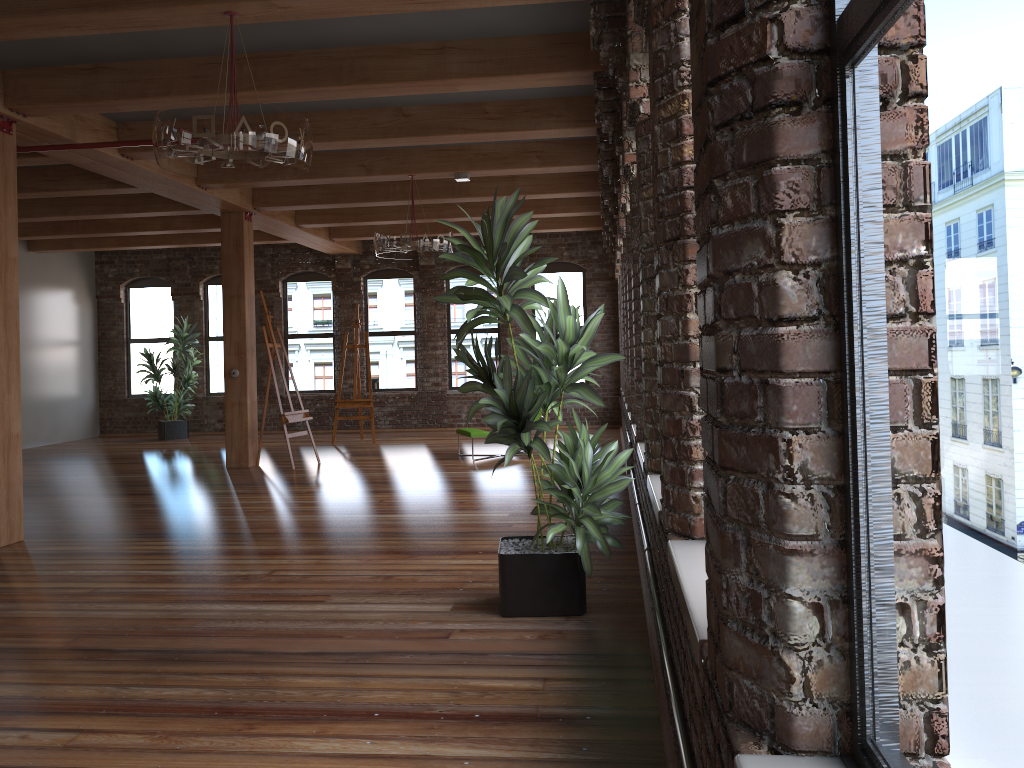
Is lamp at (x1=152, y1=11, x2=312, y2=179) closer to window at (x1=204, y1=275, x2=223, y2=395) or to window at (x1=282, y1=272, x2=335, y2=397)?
window at (x1=282, y1=272, x2=335, y2=397)

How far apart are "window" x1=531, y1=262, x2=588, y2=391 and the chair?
4.8 meters

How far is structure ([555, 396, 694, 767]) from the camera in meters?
2.1 m

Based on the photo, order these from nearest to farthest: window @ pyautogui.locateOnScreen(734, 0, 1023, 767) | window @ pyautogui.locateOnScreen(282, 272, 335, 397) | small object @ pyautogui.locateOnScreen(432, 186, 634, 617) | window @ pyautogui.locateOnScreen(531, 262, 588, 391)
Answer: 1. window @ pyautogui.locateOnScreen(734, 0, 1023, 767)
2. small object @ pyautogui.locateOnScreen(432, 186, 634, 617)
3. window @ pyautogui.locateOnScreen(531, 262, 588, 391)
4. window @ pyautogui.locateOnScreen(282, 272, 335, 397)

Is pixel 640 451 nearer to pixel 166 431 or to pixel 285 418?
pixel 285 418

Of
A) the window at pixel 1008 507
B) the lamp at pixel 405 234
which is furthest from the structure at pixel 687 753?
the lamp at pixel 405 234

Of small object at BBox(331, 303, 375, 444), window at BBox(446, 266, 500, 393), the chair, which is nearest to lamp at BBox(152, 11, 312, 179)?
the chair

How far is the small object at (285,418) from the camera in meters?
10.5

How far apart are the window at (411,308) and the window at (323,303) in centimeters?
66cm

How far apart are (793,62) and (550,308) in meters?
2.9 m
